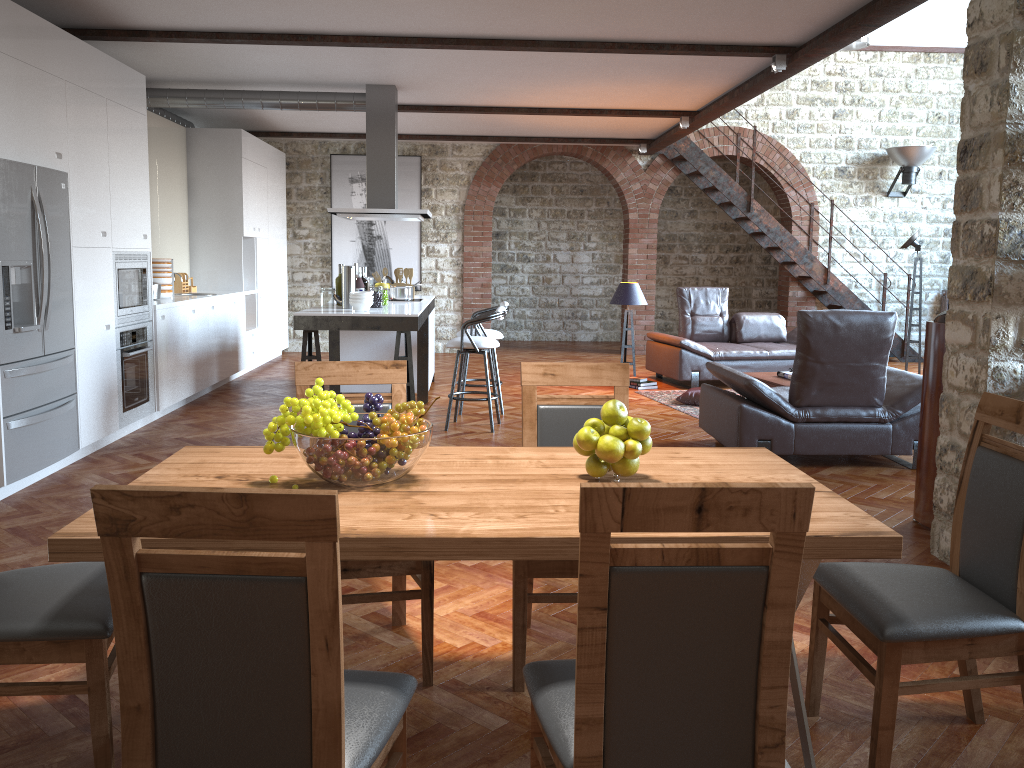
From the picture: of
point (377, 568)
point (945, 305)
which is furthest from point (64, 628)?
point (945, 305)

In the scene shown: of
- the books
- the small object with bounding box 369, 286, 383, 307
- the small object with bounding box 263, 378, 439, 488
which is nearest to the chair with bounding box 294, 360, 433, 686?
the small object with bounding box 263, 378, 439, 488

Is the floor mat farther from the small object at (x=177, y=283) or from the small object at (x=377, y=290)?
the small object at (x=177, y=283)

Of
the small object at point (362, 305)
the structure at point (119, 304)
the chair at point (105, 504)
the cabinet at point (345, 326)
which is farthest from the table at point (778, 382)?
the chair at point (105, 504)

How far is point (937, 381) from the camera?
4.4 meters

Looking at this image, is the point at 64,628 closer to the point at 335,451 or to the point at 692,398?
the point at 335,451

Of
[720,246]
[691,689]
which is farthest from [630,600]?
[720,246]

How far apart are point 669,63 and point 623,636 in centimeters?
639cm

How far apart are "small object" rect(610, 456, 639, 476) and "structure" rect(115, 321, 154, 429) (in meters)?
5.05

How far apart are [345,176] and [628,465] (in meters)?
10.51
